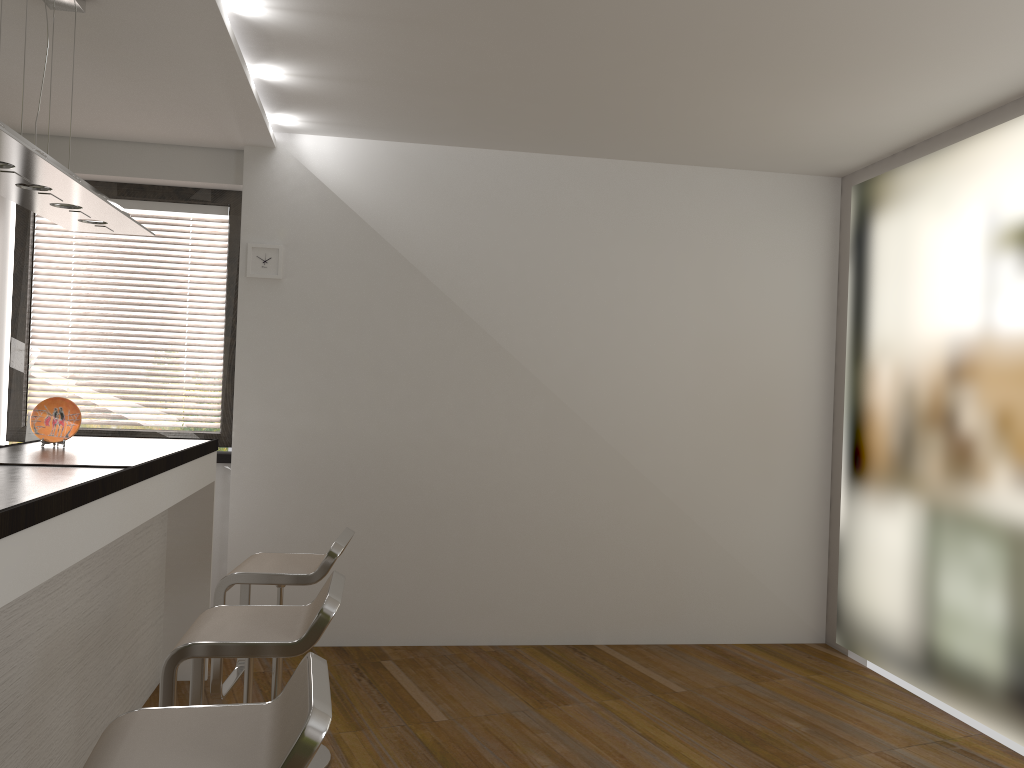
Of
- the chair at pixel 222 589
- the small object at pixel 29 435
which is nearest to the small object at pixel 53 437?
the chair at pixel 222 589

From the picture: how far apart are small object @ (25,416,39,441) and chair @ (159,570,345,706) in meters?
2.6 m

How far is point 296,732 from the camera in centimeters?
152cm

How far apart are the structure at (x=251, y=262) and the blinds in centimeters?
37cm

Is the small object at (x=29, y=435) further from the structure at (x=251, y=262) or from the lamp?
the lamp

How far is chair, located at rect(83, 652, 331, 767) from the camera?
1.5 meters

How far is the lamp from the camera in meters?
2.4

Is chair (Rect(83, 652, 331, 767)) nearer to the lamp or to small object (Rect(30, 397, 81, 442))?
the lamp

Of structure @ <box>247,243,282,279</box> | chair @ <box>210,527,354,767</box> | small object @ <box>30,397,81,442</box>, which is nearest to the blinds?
structure @ <box>247,243,282,279</box>

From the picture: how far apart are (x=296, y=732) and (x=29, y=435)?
3.8 meters
